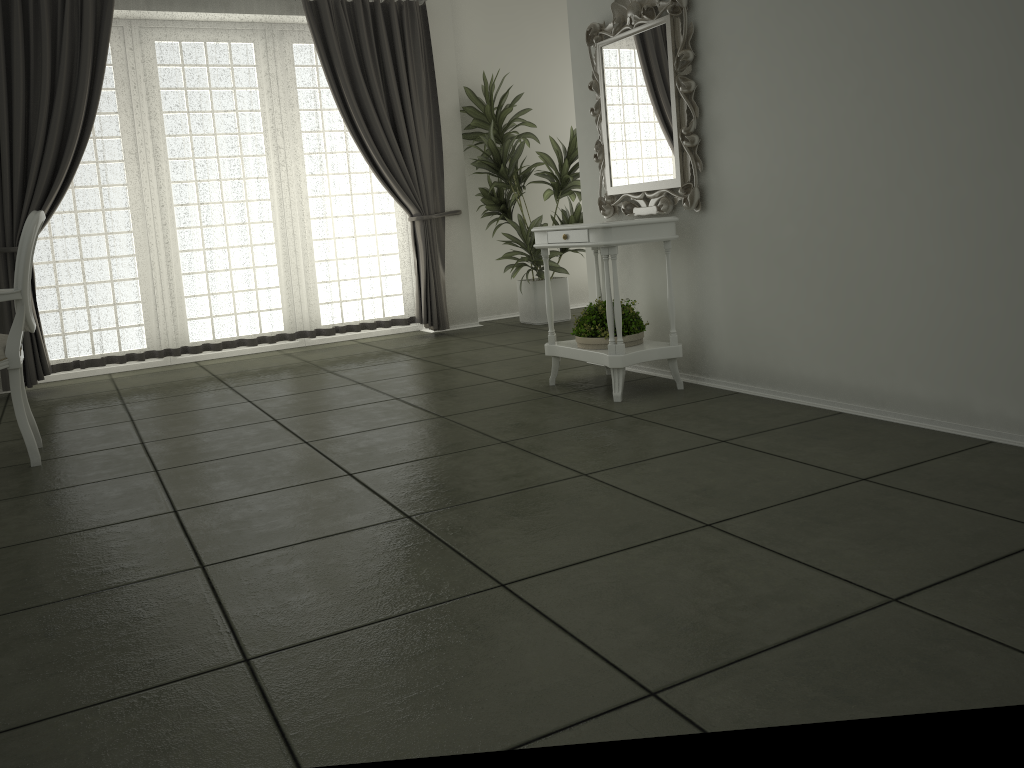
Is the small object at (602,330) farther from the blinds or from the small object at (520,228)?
the blinds

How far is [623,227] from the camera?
3.9 meters

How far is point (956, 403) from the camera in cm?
303

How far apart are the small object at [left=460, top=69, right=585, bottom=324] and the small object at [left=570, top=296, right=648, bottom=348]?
2.45m

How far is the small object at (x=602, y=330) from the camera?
4.1m

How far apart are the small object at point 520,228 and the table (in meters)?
2.22

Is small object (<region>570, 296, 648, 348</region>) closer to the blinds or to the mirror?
the mirror

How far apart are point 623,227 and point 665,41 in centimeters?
88cm

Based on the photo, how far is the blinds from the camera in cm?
556

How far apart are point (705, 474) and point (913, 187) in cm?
124
